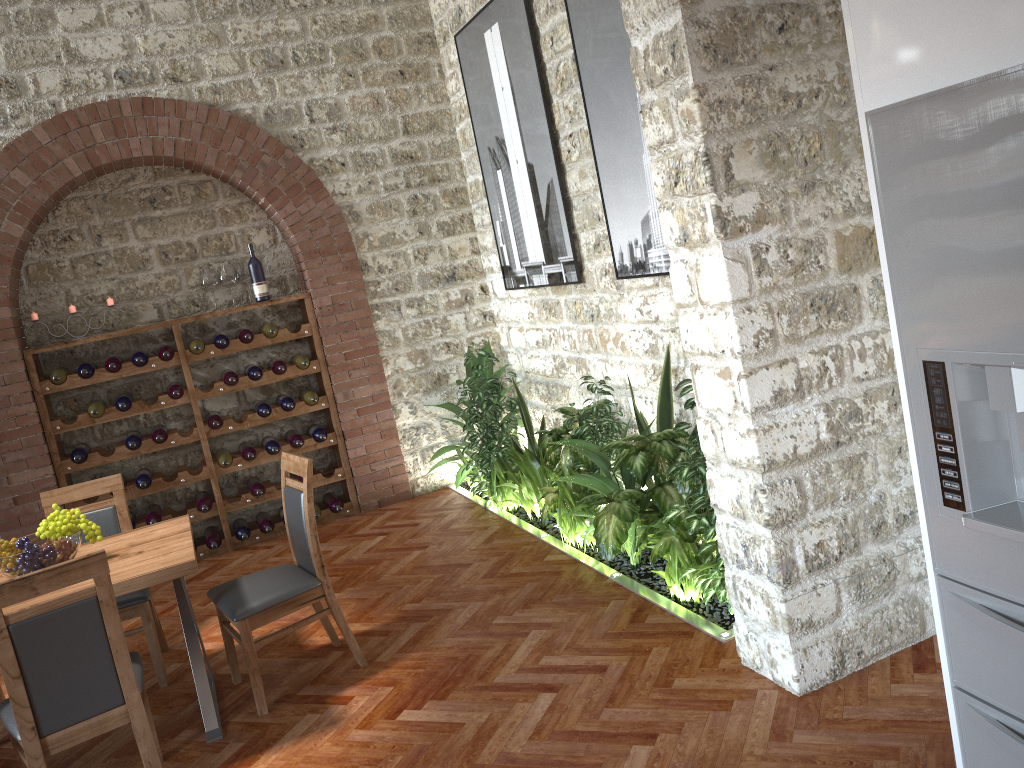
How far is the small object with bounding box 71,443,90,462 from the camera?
5.9 meters

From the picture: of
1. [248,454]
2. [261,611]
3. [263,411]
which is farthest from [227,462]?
[261,611]

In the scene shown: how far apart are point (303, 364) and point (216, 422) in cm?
73

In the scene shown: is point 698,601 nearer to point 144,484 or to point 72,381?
point 144,484

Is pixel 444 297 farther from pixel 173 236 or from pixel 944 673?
pixel 944 673

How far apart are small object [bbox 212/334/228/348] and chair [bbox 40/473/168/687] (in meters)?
1.80

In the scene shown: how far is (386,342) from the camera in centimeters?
673cm

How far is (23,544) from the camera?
3.52m

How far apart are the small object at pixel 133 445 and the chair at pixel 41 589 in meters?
2.9 m

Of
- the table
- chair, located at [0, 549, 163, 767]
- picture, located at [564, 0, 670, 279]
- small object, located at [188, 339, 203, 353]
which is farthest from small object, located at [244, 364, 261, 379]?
chair, located at [0, 549, 163, 767]
